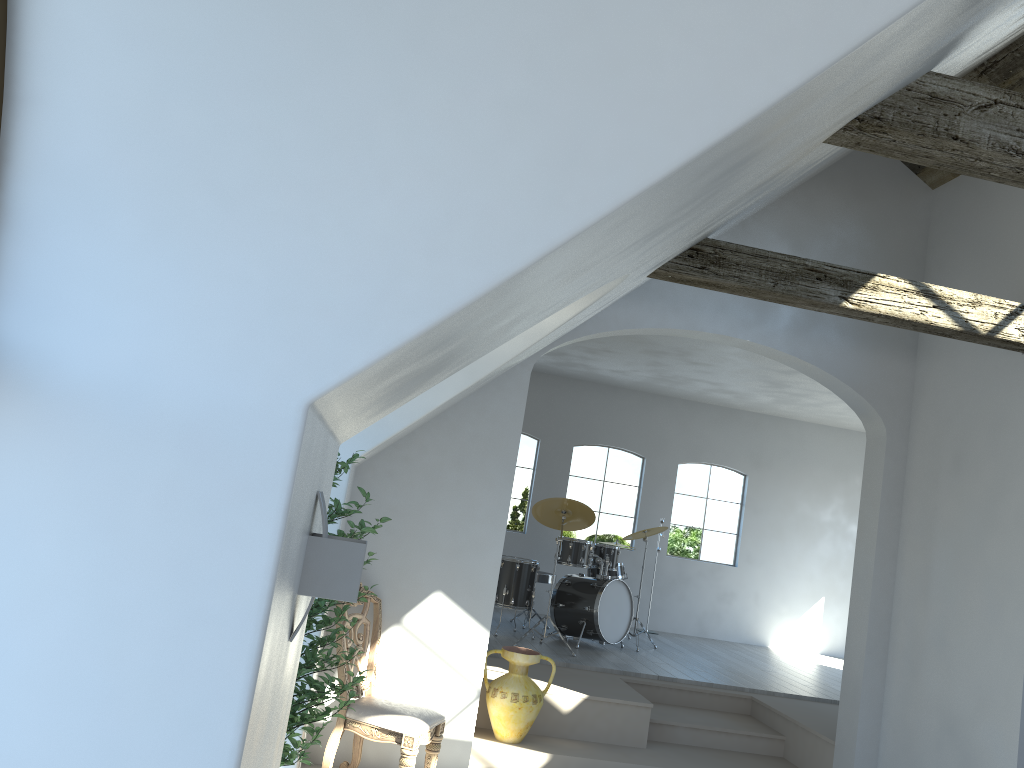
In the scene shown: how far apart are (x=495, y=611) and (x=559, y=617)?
1.8 meters

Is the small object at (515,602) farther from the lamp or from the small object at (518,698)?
the lamp

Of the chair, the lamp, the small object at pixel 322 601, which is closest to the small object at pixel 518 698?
the chair

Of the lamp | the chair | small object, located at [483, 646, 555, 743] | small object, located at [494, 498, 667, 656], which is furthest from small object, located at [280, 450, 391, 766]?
small object, located at [494, 498, 667, 656]

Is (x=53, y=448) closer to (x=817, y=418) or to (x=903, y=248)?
(x=903, y=248)

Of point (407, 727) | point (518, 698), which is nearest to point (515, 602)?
point (518, 698)

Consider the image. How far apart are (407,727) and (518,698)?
1.3m

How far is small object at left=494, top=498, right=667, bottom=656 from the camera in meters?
8.5

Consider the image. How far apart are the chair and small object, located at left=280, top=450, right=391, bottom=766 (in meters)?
1.05

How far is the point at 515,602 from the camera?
8.5 meters
